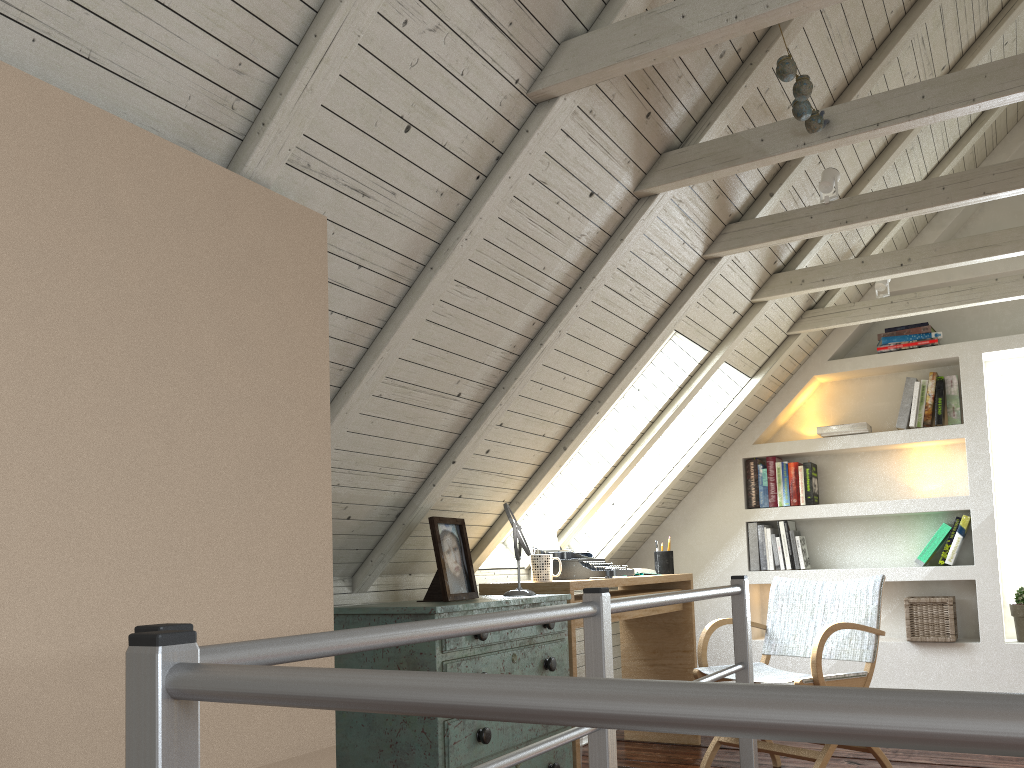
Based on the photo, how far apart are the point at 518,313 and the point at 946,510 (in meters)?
2.63

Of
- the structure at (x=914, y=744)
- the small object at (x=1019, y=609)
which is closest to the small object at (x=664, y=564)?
the small object at (x=1019, y=609)

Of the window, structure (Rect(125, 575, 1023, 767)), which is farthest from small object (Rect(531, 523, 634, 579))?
the window

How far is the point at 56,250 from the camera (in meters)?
1.23

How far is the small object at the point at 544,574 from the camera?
3.14m

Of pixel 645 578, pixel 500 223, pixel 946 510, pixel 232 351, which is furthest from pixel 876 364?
pixel 232 351

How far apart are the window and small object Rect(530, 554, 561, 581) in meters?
2.4 m

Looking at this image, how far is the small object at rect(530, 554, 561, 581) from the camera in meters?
3.1

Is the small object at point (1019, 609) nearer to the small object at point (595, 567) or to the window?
the window

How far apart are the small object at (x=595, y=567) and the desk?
0.0m
